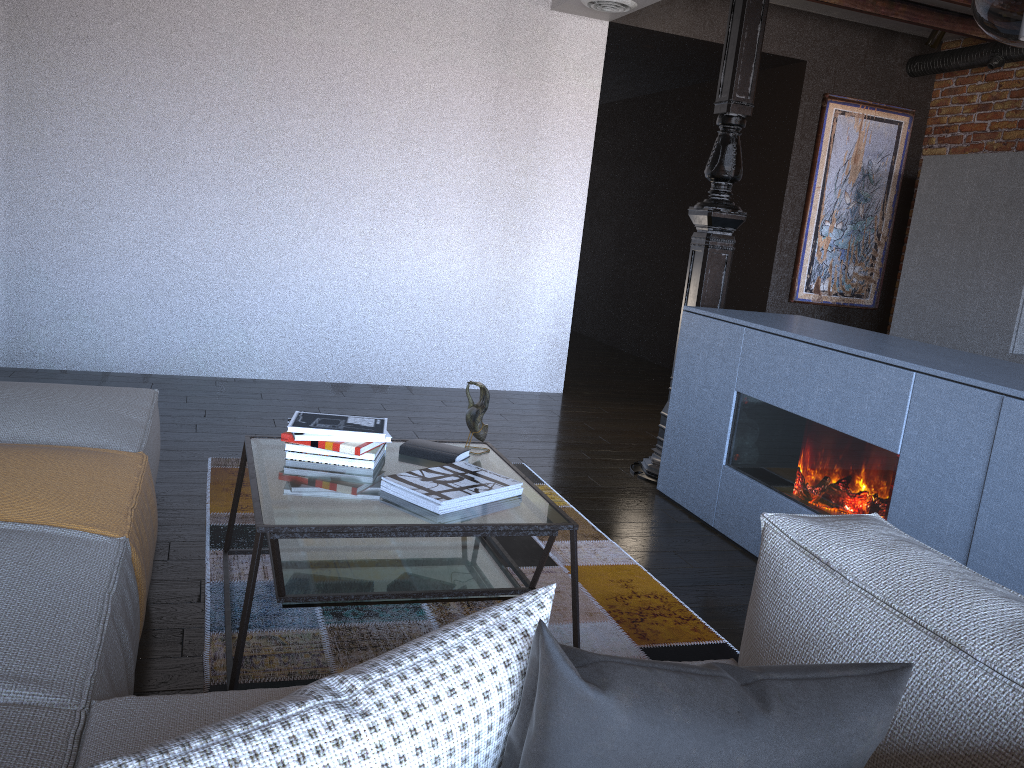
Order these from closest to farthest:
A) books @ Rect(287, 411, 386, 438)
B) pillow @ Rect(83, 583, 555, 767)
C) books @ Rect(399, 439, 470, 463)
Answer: pillow @ Rect(83, 583, 555, 767) → books @ Rect(287, 411, 386, 438) → books @ Rect(399, 439, 470, 463)

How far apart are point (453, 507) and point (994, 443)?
1.41m

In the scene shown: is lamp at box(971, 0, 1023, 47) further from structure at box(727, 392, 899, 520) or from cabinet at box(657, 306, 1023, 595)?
structure at box(727, 392, 899, 520)

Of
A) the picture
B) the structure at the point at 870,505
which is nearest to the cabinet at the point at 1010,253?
the picture

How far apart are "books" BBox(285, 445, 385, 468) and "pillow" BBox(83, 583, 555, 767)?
1.6m

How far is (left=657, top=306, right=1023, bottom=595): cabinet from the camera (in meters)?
2.29

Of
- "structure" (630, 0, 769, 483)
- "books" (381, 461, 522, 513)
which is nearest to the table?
"books" (381, 461, 522, 513)

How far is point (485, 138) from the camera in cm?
554

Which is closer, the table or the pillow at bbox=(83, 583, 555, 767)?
the pillow at bbox=(83, 583, 555, 767)

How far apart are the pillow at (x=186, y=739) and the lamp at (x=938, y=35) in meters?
6.0 m
